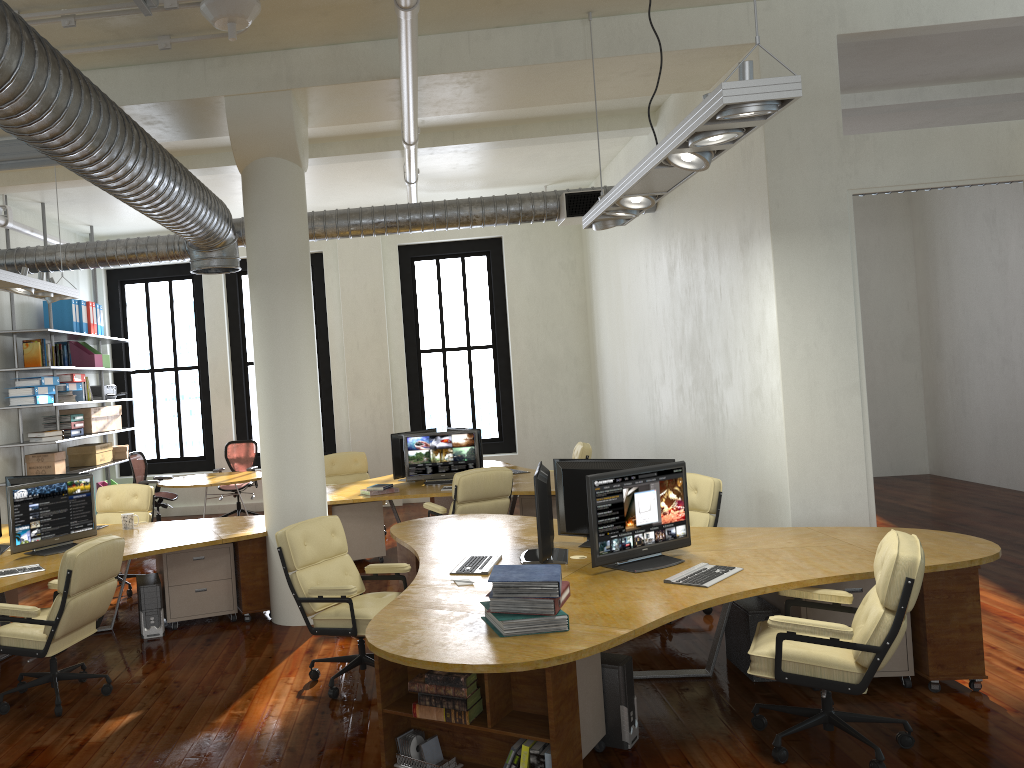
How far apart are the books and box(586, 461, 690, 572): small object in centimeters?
82cm

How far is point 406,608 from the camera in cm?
445

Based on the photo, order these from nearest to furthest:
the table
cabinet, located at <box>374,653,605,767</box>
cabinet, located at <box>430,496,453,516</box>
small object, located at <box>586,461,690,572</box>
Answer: cabinet, located at <box>374,653,605,767</box> → small object, located at <box>586,461,690,572</box> → cabinet, located at <box>430,496,453,516</box> → the table

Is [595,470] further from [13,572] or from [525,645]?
[13,572]

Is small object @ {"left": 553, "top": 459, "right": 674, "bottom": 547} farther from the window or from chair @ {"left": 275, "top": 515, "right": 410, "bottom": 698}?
the window

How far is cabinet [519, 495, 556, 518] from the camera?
8.8 meters

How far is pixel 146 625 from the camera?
6.9m

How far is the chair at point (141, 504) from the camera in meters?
8.9 m

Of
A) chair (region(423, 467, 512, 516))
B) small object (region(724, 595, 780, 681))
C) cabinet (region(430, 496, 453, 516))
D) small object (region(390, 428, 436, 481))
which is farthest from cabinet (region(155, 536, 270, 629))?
cabinet (region(430, 496, 453, 516))

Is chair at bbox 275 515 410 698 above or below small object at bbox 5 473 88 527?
below
